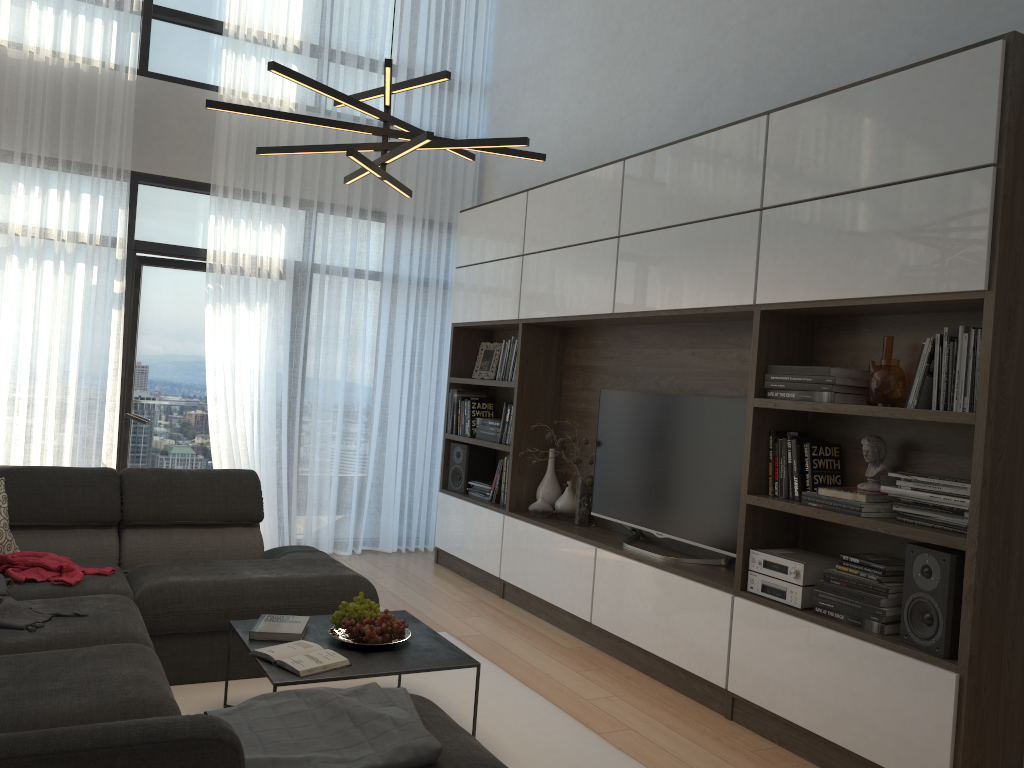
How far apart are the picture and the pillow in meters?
3.2

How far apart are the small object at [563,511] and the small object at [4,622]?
2.7m

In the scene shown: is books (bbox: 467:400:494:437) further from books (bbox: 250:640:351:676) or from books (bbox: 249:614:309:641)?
books (bbox: 250:640:351:676)

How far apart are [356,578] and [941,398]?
2.4m

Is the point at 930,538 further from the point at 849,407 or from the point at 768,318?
the point at 768,318

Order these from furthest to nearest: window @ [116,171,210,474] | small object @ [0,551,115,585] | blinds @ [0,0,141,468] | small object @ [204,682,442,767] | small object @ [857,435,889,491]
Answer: window @ [116,171,210,474] < blinds @ [0,0,141,468] < small object @ [0,551,115,585] < small object @ [857,435,889,491] < small object @ [204,682,442,767]

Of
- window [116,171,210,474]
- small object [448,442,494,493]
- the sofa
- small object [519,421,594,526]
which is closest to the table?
the sofa

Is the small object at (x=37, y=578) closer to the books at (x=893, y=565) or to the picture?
the books at (x=893, y=565)

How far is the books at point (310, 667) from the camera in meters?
2.8 m

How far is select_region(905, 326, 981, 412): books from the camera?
2.88m
